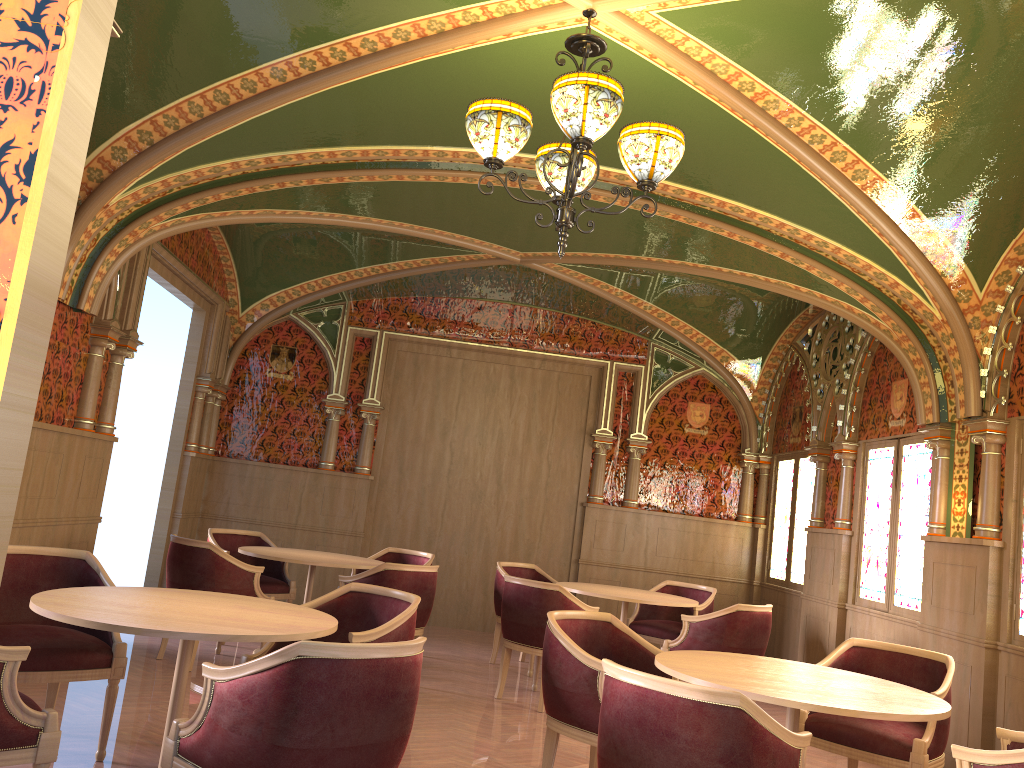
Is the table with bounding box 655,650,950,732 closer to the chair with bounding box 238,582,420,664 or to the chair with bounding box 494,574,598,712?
the chair with bounding box 238,582,420,664

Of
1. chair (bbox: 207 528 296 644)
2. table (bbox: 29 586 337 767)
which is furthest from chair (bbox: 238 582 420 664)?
chair (bbox: 207 528 296 644)

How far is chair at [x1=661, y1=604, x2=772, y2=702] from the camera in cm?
627

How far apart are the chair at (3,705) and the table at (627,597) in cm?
439

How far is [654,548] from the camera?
9.6m

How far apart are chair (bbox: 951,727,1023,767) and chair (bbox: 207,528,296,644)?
5.4m

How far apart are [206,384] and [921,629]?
6.7m

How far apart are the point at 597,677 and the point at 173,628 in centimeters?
180cm

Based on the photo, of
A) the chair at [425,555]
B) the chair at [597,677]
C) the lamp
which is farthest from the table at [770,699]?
the chair at [425,555]

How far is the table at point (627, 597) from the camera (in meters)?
6.66
